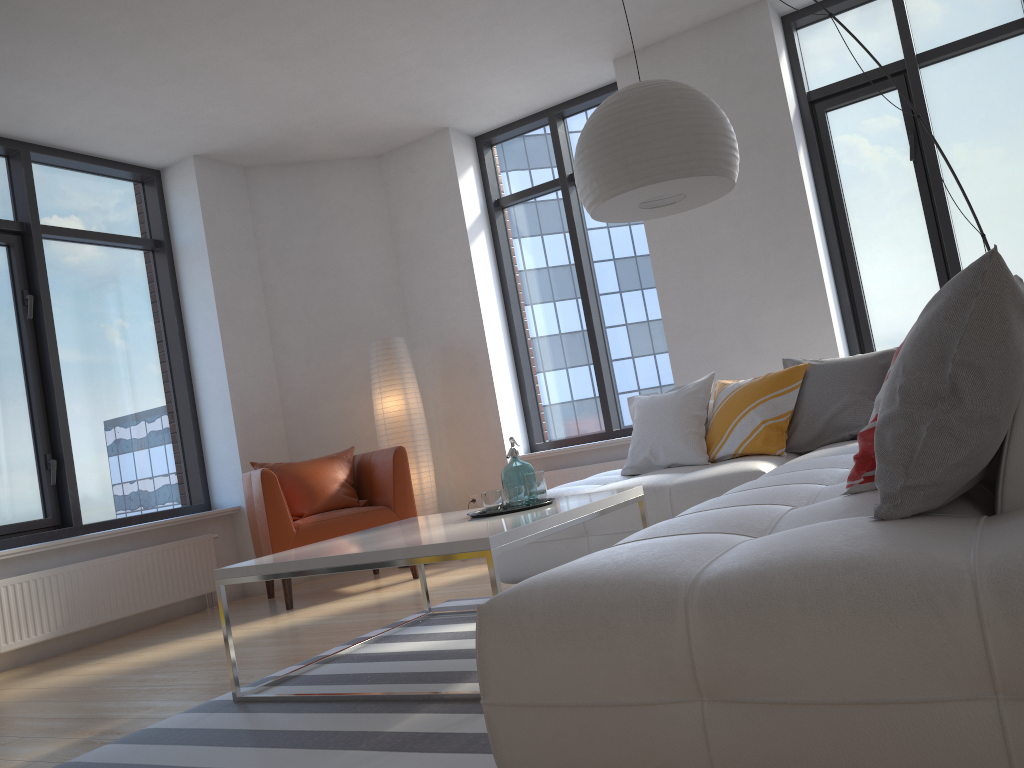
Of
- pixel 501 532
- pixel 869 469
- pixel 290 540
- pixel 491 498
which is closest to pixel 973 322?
pixel 869 469

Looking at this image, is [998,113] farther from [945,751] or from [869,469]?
[945,751]

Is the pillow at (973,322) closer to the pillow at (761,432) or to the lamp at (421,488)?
the pillow at (761,432)

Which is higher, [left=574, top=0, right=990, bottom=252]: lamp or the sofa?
[left=574, top=0, right=990, bottom=252]: lamp

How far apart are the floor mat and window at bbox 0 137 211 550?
2.5m

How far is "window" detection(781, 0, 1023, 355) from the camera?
5.0m

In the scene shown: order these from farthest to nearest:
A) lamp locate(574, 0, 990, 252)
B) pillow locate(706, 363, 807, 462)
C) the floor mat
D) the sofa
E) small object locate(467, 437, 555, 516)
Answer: pillow locate(706, 363, 807, 462) < small object locate(467, 437, 555, 516) < lamp locate(574, 0, 990, 252) < the floor mat < the sofa

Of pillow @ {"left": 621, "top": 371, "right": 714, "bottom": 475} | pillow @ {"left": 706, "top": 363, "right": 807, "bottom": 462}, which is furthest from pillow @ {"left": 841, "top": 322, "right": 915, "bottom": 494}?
pillow @ {"left": 621, "top": 371, "right": 714, "bottom": 475}

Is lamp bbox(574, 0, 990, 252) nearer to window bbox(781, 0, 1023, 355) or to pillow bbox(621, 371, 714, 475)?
pillow bbox(621, 371, 714, 475)

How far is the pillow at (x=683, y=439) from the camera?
4.3m
